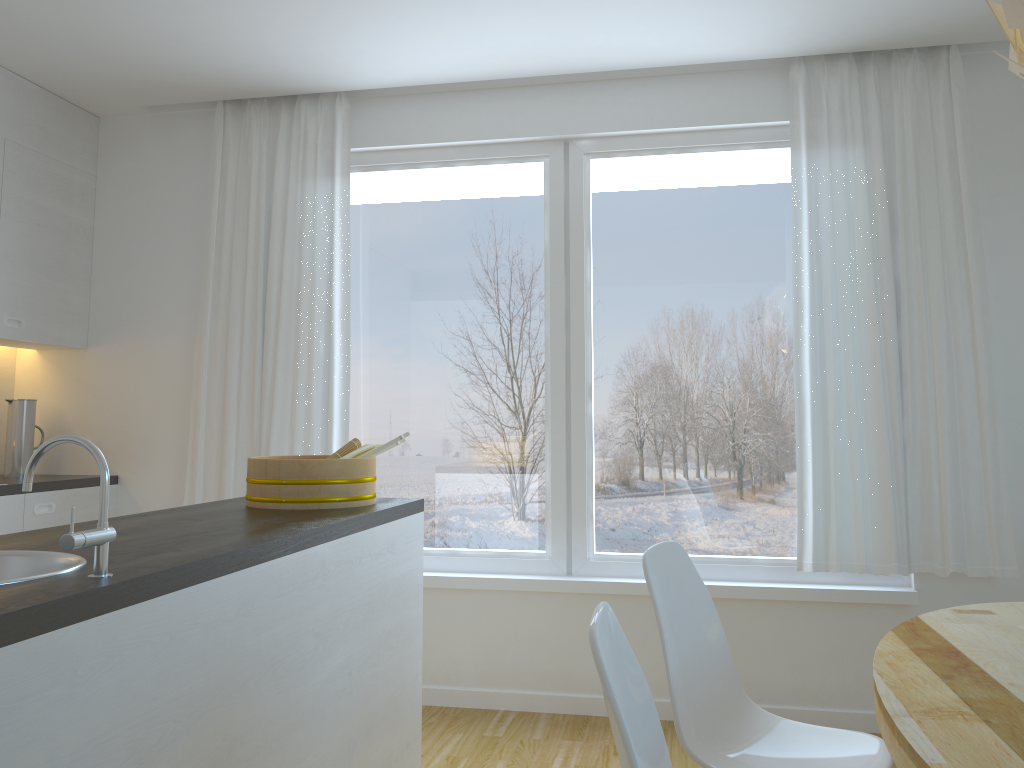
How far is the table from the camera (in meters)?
1.28

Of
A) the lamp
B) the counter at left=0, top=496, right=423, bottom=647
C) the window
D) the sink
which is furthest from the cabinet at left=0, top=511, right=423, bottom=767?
the lamp

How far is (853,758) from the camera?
2.0 meters

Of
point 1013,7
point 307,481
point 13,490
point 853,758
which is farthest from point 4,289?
point 1013,7

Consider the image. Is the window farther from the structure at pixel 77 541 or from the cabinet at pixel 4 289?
the structure at pixel 77 541

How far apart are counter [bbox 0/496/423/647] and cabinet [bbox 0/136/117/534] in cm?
137

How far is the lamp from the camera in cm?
143

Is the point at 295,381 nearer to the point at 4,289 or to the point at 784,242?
the point at 4,289

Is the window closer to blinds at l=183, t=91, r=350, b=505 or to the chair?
blinds at l=183, t=91, r=350, b=505

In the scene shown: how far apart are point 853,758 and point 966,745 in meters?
0.8
